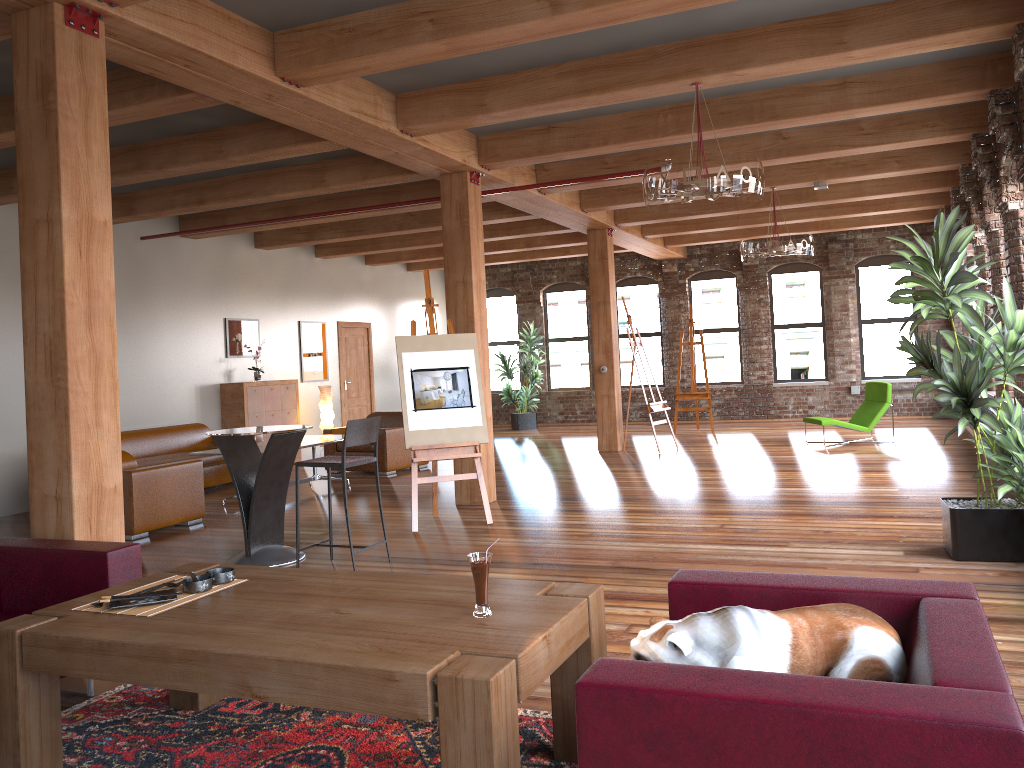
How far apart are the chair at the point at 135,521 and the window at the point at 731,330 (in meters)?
10.84

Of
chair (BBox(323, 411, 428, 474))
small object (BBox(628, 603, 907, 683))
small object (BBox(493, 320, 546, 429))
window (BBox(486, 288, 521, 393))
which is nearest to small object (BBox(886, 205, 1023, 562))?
small object (BBox(628, 603, 907, 683))

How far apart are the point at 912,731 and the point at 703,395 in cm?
1309

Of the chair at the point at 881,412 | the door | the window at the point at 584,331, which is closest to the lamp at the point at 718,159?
the chair at the point at 881,412

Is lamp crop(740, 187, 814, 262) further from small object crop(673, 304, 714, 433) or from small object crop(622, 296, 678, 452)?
small object crop(673, 304, 714, 433)

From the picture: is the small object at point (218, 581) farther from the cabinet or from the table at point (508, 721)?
the cabinet

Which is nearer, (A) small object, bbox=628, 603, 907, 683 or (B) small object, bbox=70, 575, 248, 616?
(A) small object, bbox=628, 603, 907, 683

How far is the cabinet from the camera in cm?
1183

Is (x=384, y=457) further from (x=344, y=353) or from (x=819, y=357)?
(x=819, y=357)

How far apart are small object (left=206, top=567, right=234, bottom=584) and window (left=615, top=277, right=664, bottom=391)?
14.3 meters
